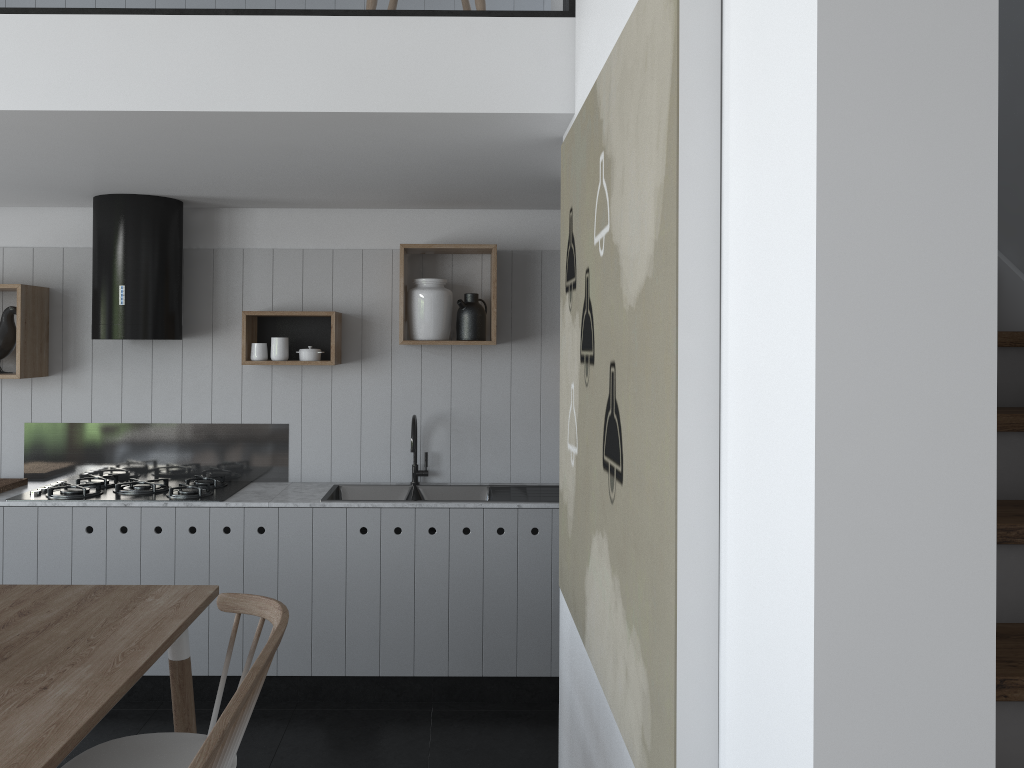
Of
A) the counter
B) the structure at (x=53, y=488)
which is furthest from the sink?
the structure at (x=53, y=488)

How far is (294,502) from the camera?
A: 3.93m

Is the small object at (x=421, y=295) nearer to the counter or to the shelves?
the shelves

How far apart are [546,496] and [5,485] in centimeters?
252cm

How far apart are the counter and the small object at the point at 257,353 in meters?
0.6

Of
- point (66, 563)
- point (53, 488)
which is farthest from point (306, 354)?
point (66, 563)

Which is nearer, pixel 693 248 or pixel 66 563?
pixel 693 248

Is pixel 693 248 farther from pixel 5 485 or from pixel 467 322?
pixel 5 485

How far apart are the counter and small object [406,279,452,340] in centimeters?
85cm

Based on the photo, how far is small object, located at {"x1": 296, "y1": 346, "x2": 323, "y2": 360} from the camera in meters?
4.2
